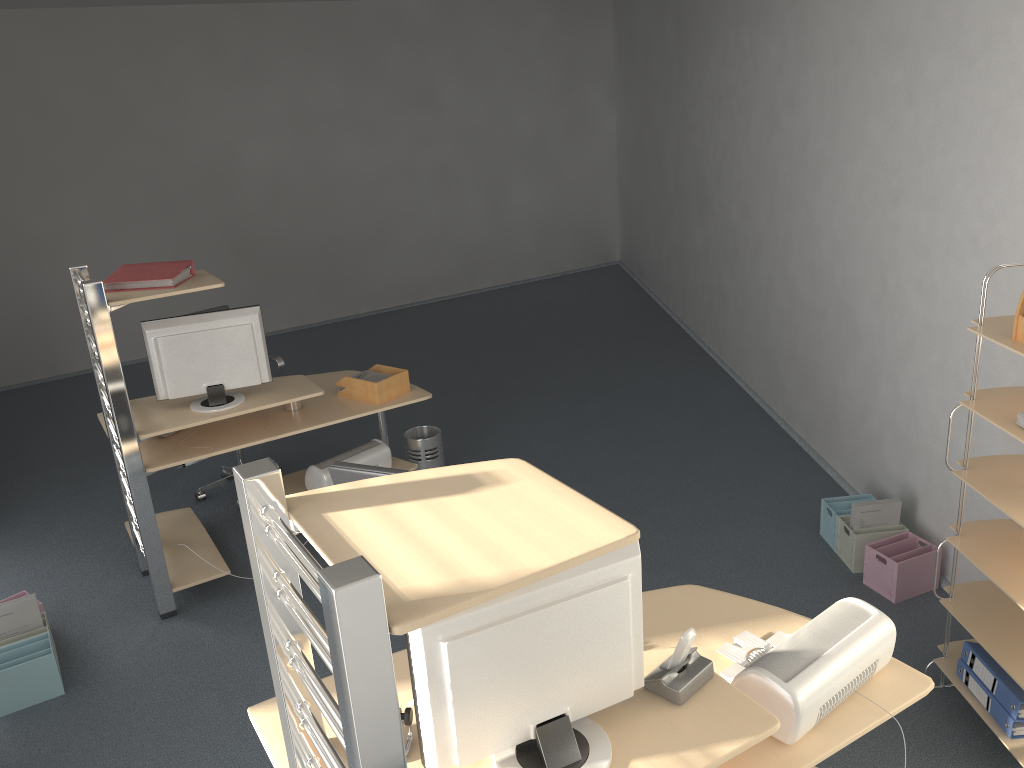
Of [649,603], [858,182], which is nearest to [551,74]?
[858,182]

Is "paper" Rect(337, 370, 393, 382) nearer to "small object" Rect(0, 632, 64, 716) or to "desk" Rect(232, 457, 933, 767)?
"small object" Rect(0, 632, 64, 716)

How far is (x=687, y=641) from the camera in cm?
195

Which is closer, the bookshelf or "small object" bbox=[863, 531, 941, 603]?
the bookshelf

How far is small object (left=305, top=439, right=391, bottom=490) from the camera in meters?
4.4

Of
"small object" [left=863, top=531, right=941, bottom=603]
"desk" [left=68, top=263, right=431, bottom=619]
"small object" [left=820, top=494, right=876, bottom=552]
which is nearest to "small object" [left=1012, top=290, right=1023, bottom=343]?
"small object" [left=863, top=531, right=941, bottom=603]

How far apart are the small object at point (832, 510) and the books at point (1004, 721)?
1.1 meters

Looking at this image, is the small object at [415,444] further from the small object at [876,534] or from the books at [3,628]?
the small object at [876,534]

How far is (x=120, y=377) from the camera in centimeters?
368cm

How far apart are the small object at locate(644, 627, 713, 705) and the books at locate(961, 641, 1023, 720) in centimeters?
139cm
